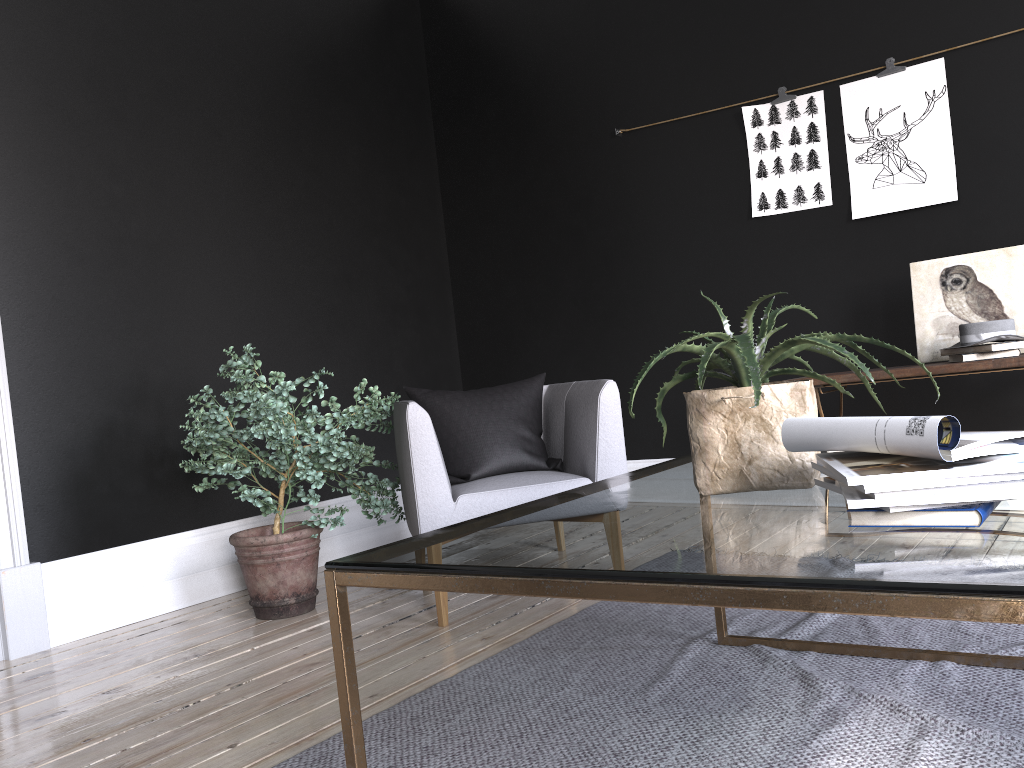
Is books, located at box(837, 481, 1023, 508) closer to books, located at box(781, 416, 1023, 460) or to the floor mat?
books, located at box(781, 416, 1023, 460)

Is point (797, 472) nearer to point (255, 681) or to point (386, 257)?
point (255, 681)

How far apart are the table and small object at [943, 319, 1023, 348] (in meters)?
1.59

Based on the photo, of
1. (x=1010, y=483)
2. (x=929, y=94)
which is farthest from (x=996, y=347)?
(x=1010, y=483)

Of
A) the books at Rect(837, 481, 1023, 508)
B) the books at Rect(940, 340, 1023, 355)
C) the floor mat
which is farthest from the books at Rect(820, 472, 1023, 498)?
the books at Rect(940, 340, 1023, 355)

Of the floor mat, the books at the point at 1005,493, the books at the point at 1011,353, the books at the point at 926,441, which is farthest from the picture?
the books at the point at 1005,493

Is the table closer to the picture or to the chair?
the chair

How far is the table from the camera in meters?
0.9 m

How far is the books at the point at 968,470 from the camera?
1.1m

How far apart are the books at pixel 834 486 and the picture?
3.1m
